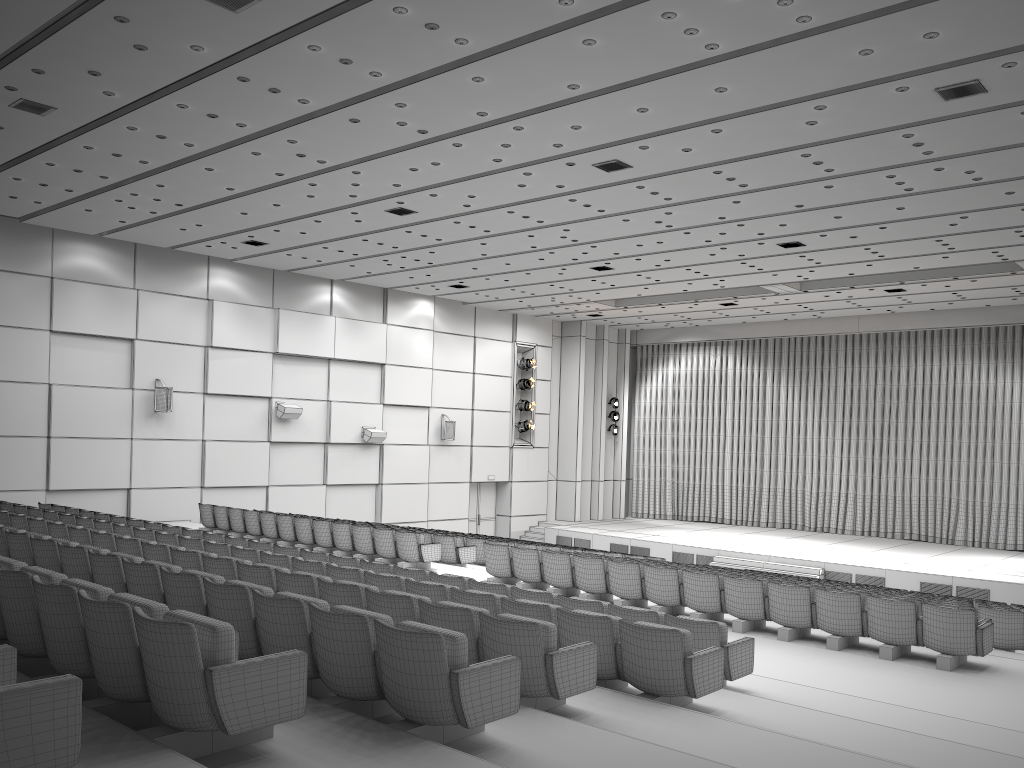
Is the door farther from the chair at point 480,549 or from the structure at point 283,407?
the chair at point 480,549

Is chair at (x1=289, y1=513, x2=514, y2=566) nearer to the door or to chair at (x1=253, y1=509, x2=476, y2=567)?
chair at (x1=253, y1=509, x2=476, y2=567)

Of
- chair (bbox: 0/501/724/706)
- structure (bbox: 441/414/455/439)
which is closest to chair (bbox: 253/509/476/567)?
chair (bbox: 0/501/724/706)

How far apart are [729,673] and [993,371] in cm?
2191

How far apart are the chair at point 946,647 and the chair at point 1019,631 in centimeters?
176cm

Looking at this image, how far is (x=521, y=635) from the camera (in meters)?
5.15

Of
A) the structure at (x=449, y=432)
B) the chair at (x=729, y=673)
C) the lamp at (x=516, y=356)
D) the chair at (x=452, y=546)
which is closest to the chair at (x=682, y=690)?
the chair at (x=729, y=673)

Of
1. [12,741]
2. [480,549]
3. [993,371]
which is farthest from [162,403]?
[993,371]

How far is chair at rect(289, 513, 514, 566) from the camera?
15.75m

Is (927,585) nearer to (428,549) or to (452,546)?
(452,546)
